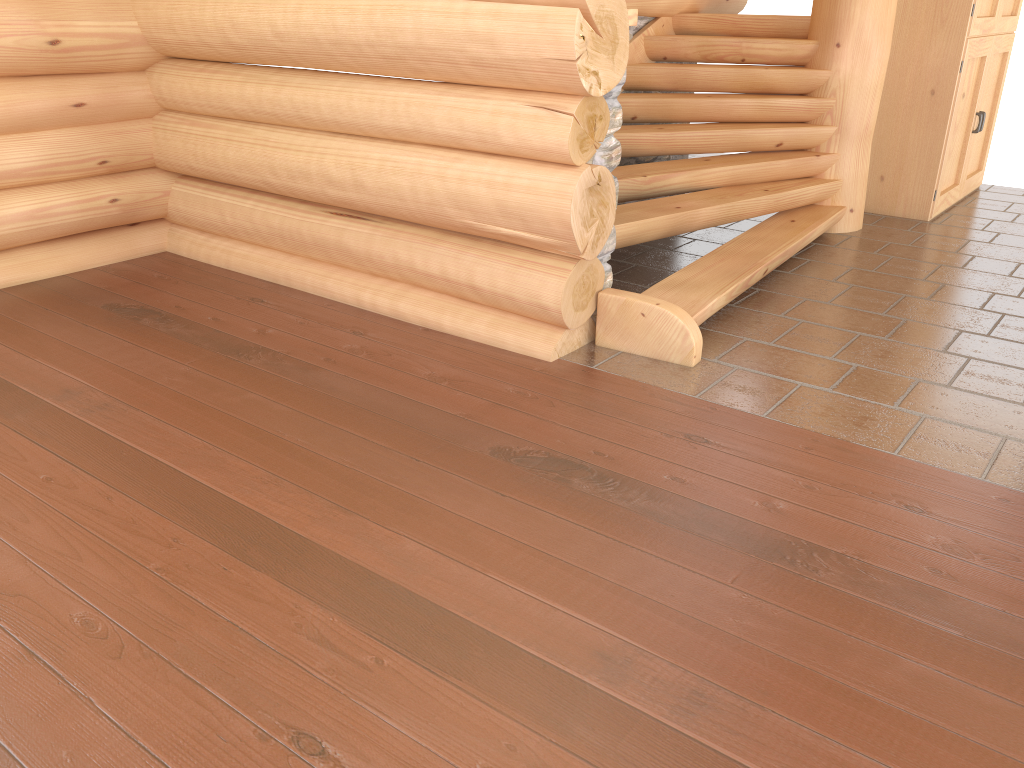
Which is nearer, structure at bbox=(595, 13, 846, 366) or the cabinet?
structure at bbox=(595, 13, 846, 366)

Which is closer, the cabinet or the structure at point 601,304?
the structure at point 601,304

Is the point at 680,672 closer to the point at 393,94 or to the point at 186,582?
the point at 186,582

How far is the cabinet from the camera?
6.43m

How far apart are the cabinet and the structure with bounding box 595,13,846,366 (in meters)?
0.84

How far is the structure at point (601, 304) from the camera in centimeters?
422cm

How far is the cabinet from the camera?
6.43m

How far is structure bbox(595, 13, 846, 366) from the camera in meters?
4.2

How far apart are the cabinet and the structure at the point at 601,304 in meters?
0.8
